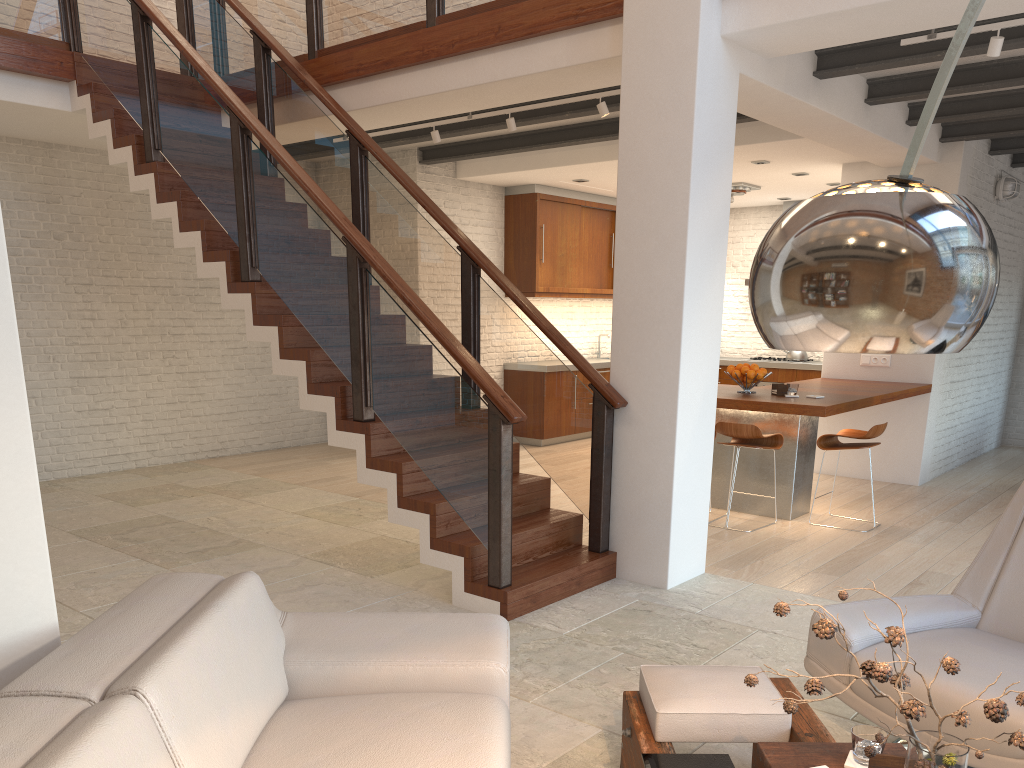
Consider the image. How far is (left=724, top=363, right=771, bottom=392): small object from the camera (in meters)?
6.73

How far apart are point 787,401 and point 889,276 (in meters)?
5.37

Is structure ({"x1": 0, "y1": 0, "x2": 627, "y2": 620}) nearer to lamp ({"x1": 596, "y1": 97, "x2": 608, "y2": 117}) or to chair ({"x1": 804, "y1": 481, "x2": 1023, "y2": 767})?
lamp ({"x1": 596, "y1": 97, "x2": 608, "y2": 117})

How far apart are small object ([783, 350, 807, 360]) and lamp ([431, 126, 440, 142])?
5.9 meters

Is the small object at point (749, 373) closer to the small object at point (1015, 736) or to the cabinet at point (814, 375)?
the cabinet at point (814, 375)

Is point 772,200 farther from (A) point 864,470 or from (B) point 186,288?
(B) point 186,288

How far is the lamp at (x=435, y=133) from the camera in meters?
7.0

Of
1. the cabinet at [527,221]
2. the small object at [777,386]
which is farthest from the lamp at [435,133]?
the small object at [777,386]

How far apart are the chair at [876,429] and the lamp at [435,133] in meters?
3.7 m

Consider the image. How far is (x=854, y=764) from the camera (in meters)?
2.18
